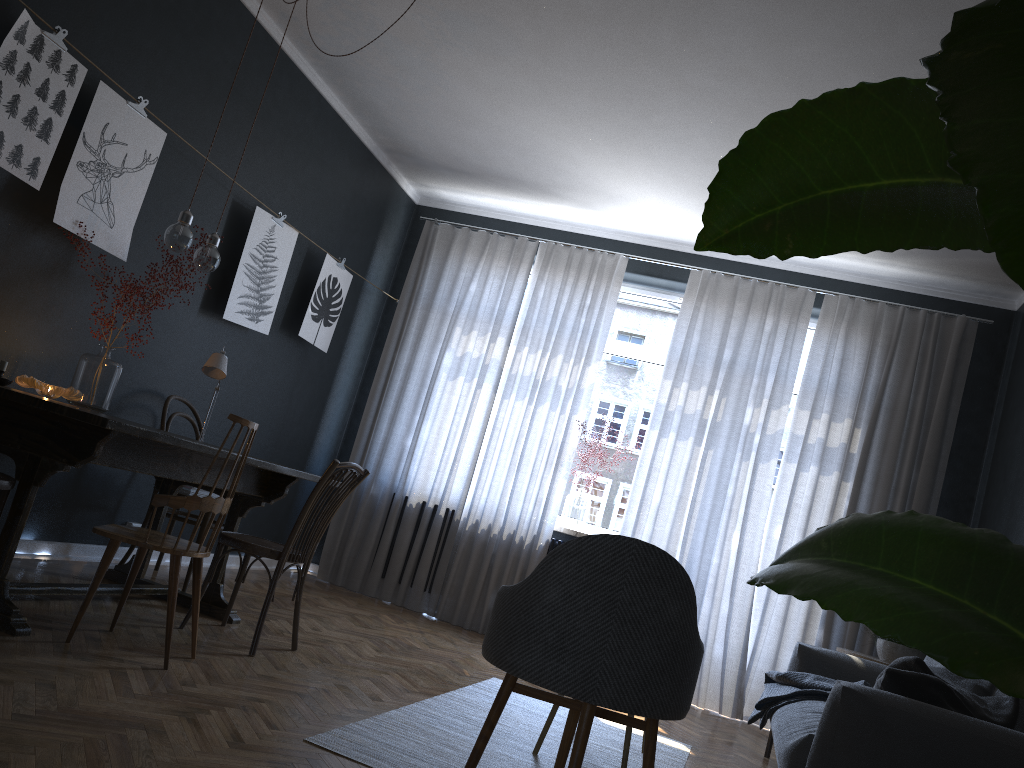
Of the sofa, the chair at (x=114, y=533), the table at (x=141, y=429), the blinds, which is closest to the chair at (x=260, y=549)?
the table at (x=141, y=429)

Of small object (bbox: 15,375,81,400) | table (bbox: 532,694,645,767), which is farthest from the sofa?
small object (bbox: 15,375,81,400)

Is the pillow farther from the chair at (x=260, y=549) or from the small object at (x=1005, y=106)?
the small object at (x=1005, y=106)

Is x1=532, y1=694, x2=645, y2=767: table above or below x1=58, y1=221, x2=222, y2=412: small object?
below

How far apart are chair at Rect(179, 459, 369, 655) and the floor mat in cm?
64

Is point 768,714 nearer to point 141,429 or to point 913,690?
point 913,690

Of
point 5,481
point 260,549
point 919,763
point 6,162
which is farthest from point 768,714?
point 6,162

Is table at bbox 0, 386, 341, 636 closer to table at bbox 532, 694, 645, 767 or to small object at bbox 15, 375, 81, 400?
small object at bbox 15, 375, 81, 400

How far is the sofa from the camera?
2.27m

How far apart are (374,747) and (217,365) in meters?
2.2 m
